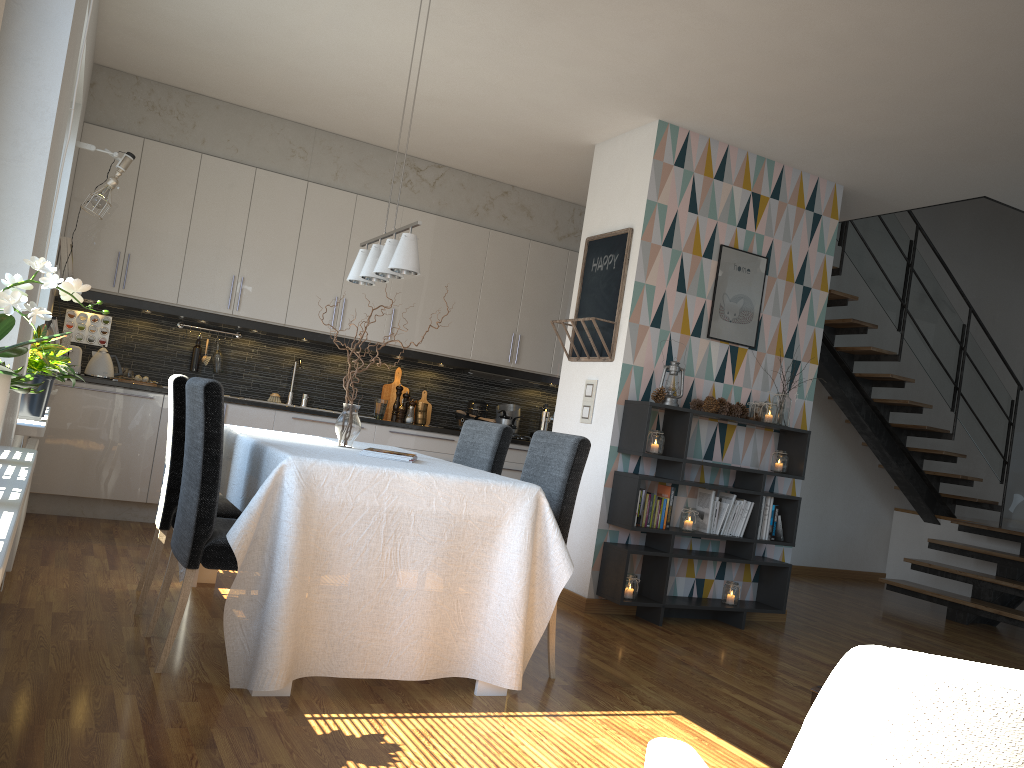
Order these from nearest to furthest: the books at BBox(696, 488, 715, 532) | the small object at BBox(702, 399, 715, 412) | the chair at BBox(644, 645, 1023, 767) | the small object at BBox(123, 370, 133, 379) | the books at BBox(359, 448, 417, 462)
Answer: the chair at BBox(644, 645, 1023, 767) → the books at BBox(359, 448, 417, 462) → the small object at BBox(702, 399, 715, 412) → the books at BBox(696, 488, 715, 532) → the small object at BBox(123, 370, 133, 379)

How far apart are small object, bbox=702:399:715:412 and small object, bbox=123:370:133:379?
3.72m

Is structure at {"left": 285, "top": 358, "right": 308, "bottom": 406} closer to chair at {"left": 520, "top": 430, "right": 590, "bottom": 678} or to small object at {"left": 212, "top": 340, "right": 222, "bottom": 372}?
small object at {"left": 212, "top": 340, "right": 222, "bottom": 372}

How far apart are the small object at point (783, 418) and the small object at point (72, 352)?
4.2m

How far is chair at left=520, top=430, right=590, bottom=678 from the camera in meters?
3.5

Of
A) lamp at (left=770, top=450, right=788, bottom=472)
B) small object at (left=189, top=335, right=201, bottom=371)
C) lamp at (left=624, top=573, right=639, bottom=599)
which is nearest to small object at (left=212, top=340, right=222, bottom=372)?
small object at (left=189, top=335, right=201, bottom=371)

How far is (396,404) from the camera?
6.69m

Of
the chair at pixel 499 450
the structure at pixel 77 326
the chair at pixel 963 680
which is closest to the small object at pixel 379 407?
the structure at pixel 77 326

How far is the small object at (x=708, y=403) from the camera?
4.96m

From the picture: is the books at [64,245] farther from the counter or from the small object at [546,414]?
the small object at [546,414]
